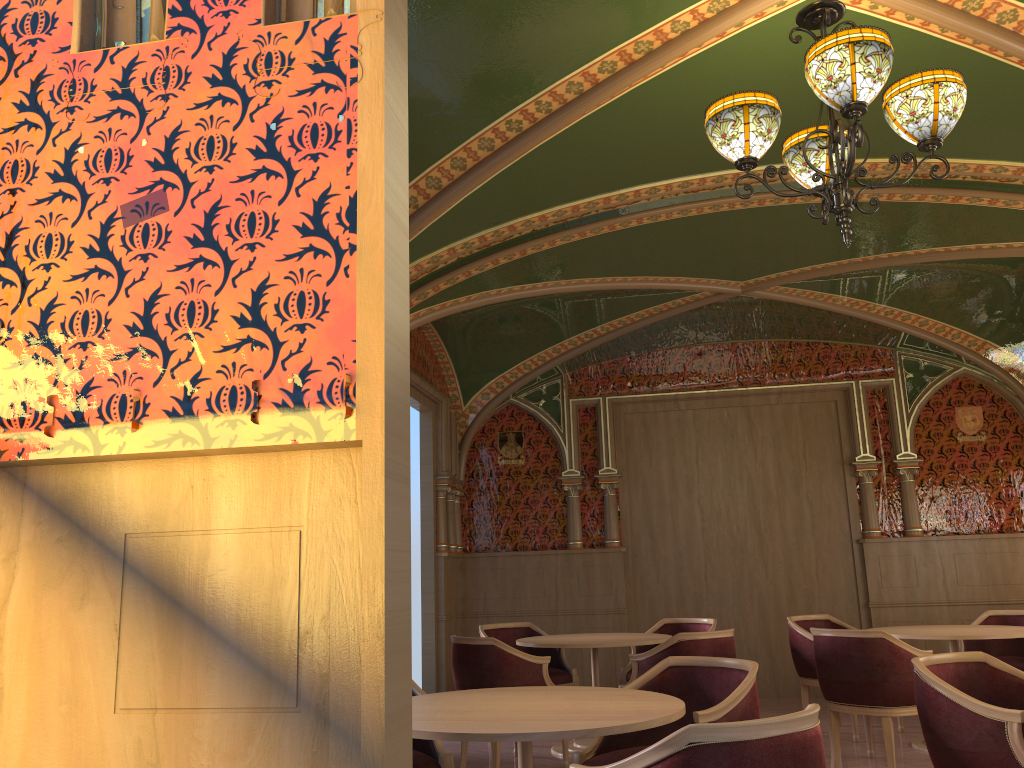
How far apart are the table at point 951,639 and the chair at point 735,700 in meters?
2.7 m

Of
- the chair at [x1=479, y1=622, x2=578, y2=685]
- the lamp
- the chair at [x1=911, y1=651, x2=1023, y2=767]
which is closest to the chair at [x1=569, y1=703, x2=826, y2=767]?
the chair at [x1=911, y1=651, x2=1023, y2=767]

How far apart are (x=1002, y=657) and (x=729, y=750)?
5.6m

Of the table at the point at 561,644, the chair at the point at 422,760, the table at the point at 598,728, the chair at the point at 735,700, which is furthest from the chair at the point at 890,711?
the chair at the point at 422,760

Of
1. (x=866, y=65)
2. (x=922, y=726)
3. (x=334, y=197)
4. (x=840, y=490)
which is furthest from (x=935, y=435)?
(x=334, y=197)

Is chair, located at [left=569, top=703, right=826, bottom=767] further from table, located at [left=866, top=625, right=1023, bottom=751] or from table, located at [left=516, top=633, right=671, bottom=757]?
table, located at [left=866, top=625, right=1023, bottom=751]

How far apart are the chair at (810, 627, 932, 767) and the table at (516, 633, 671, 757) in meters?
1.1 m

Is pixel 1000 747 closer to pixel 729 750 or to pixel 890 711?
pixel 729 750

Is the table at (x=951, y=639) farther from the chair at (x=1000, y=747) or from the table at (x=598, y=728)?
the table at (x=598, y=728)

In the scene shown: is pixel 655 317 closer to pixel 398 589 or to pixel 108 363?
pixel 108 363
